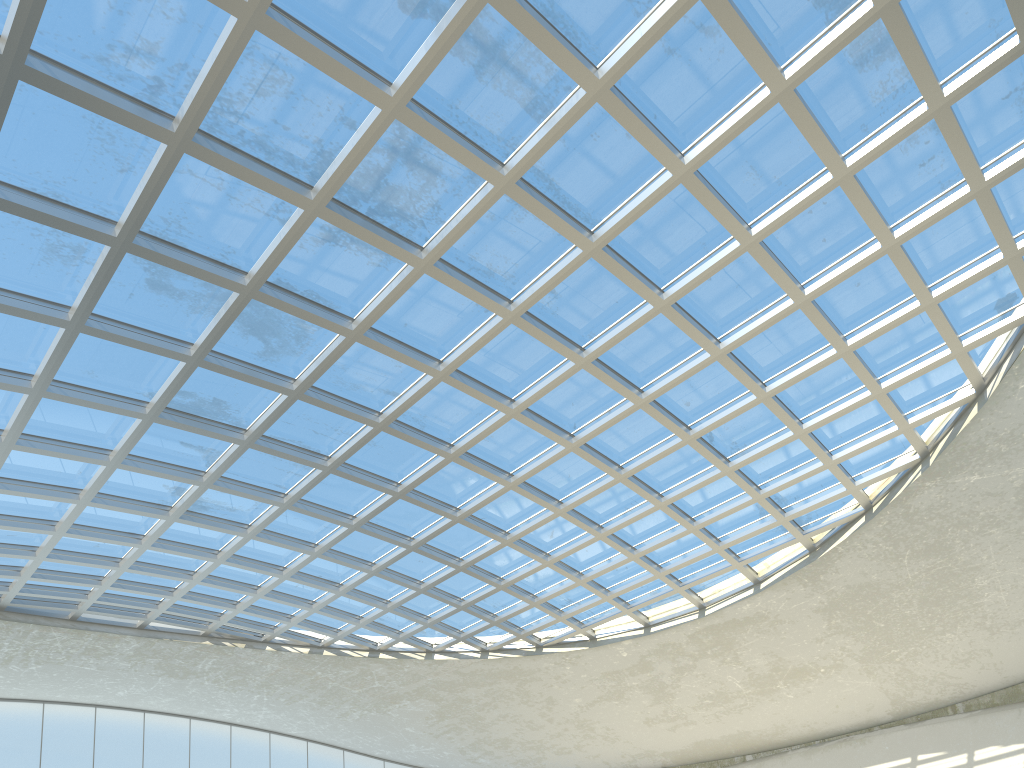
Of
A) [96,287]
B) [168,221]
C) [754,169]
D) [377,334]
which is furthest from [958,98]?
[96,287]
